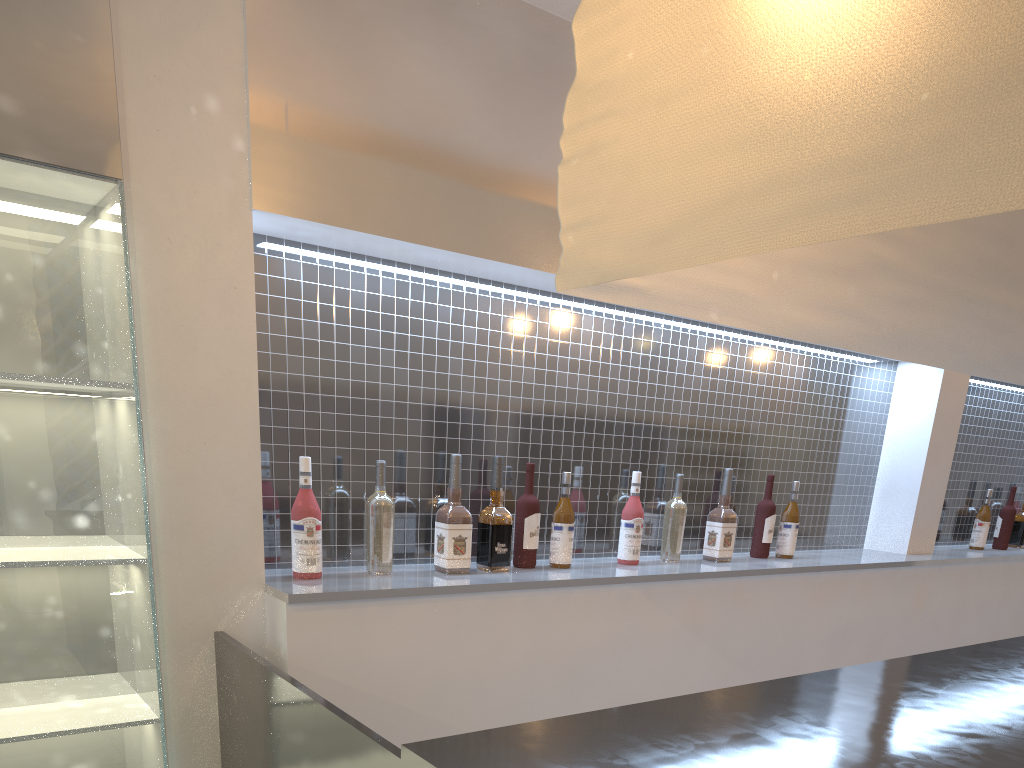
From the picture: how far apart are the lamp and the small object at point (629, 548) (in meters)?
0.67

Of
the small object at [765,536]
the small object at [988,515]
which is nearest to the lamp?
the small object at [765,536]

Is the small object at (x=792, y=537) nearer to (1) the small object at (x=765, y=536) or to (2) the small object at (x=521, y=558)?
(1) the small object at (x=765, y=536)

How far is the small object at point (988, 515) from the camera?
2.42m

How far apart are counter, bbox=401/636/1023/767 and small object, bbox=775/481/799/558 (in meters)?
0.59

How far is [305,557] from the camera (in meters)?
1.23

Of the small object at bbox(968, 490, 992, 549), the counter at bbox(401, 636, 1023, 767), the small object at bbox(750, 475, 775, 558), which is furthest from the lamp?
the small object at bbox(968, 490, 992, 549)

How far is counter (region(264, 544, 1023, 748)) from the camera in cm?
117

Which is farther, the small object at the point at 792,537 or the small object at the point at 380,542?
the small object at the point at 792,537

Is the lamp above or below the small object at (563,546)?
above
